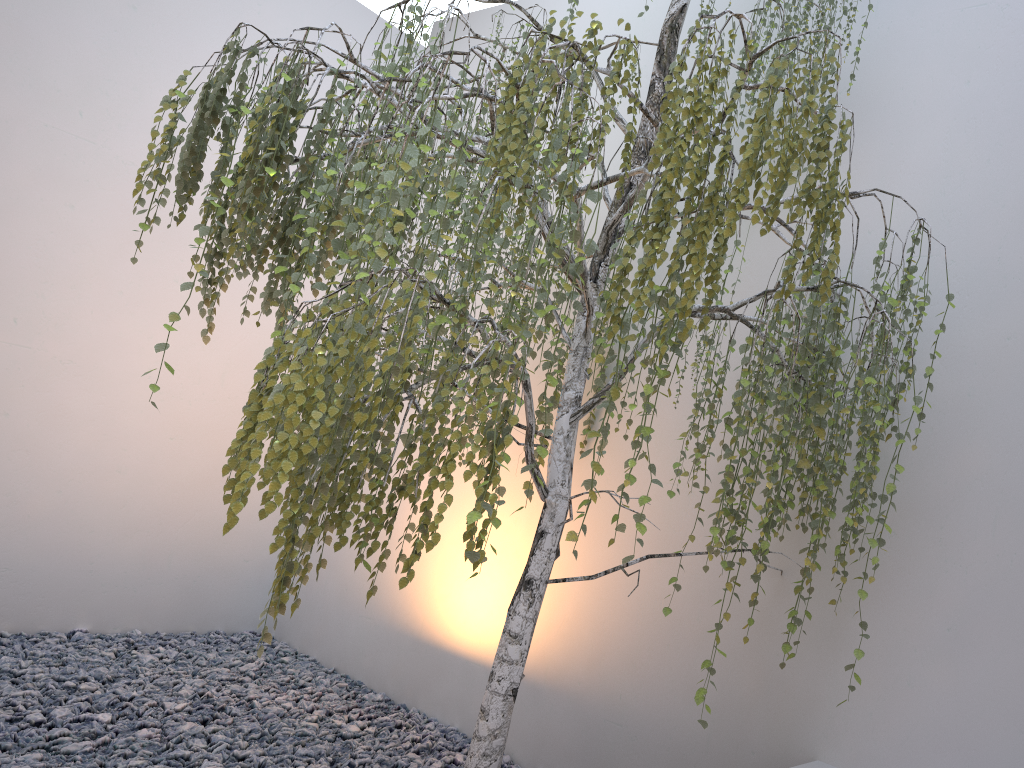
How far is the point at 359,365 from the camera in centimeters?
171cm

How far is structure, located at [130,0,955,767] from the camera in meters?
1.7

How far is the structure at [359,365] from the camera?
1.71m
